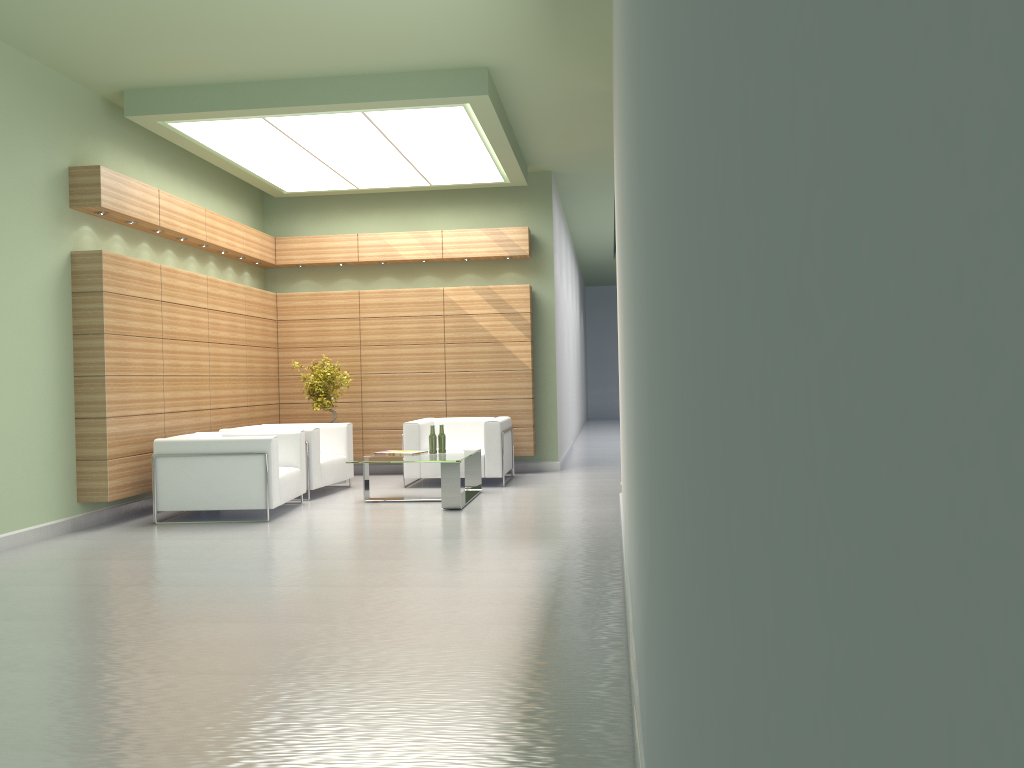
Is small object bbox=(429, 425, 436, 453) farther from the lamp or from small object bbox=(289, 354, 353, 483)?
the lamp

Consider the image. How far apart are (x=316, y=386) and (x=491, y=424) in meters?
3.7

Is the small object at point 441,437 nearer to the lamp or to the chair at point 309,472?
the chair at point 309,472

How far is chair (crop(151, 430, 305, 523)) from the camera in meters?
12.8

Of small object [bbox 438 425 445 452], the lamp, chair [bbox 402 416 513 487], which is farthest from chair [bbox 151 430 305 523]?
the lamp

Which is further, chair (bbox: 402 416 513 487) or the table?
chair (bbox: 402 416 513 487)

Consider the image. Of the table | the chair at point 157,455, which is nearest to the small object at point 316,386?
the chair at point 157,455

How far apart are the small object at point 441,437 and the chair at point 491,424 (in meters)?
1.58

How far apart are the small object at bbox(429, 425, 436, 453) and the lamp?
4.9m

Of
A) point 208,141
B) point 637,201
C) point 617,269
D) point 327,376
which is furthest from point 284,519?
point 637,201
